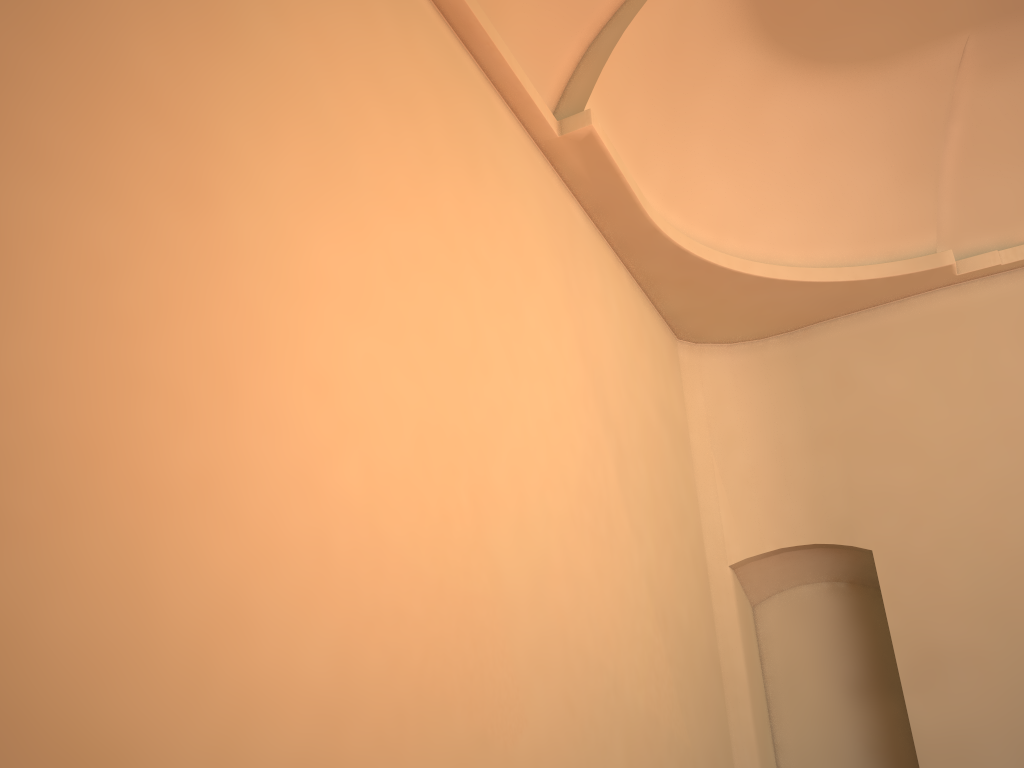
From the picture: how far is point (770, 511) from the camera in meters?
8.2 m

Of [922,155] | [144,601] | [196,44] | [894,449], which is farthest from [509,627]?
[922,155]
